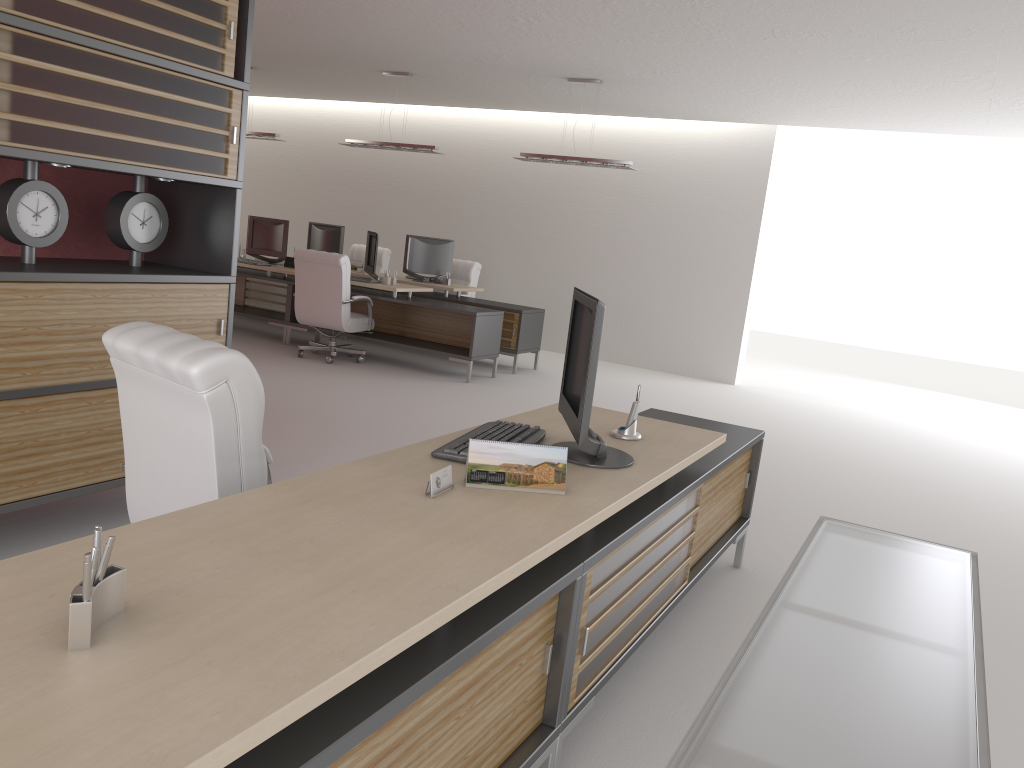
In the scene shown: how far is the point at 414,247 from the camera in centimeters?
1535cm

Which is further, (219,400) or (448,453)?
(448,453)

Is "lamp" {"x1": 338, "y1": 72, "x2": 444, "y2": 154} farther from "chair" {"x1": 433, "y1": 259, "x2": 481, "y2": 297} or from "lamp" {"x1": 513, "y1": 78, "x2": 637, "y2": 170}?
"chair" {"x1": 433, "y1": 259, "x2": 481, "y2": 297}

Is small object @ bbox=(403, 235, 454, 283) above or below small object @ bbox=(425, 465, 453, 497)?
above

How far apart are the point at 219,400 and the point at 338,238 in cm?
1316

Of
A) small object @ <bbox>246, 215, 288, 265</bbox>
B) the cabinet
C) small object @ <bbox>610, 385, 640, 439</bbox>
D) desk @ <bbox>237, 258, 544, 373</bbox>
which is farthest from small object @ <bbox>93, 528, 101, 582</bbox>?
small object @ <bbox>246, 215, 288, 265</bbox>

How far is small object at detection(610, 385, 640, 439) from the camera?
4.7m

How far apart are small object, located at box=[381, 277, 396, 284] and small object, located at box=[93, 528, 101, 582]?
12.0m

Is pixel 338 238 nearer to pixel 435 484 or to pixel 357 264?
pixel 357 264

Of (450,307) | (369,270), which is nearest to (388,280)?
(369,270)
